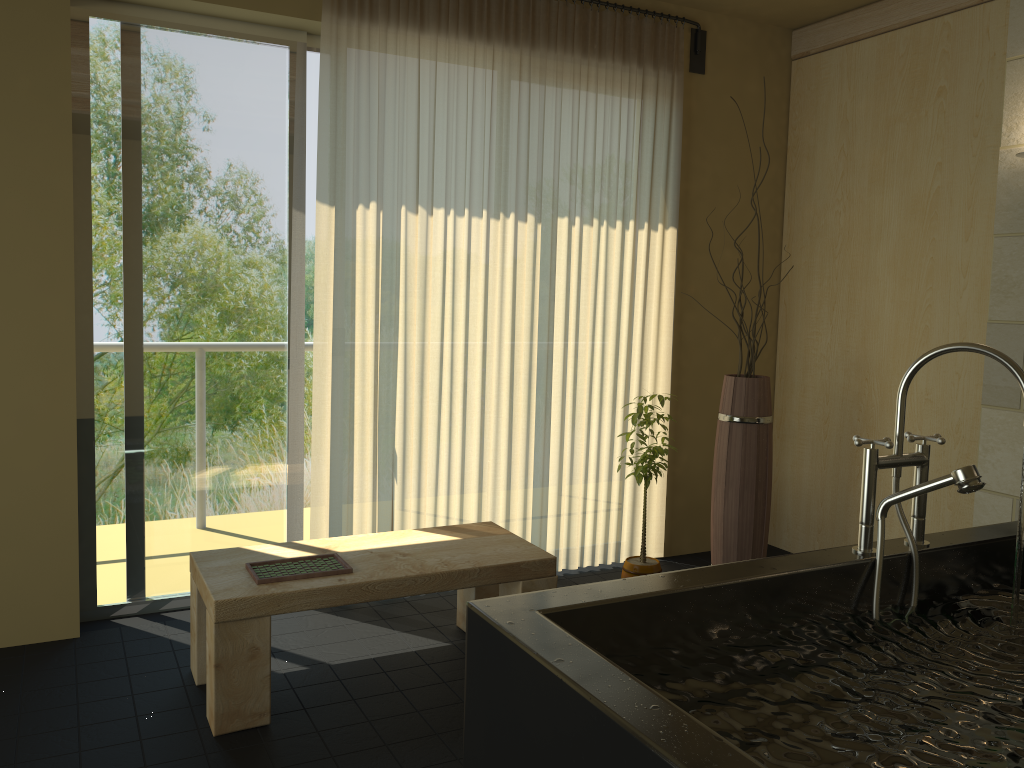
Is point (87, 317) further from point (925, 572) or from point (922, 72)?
point (922, 72)

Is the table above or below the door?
below

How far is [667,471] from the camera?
4.38m

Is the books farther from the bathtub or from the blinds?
the bathtub

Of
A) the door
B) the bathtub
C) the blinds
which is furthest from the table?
the bathtub

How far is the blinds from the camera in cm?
352

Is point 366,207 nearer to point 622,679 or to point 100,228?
point 100,228

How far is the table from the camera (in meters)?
2.55

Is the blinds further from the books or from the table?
the books

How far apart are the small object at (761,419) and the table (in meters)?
0.94
